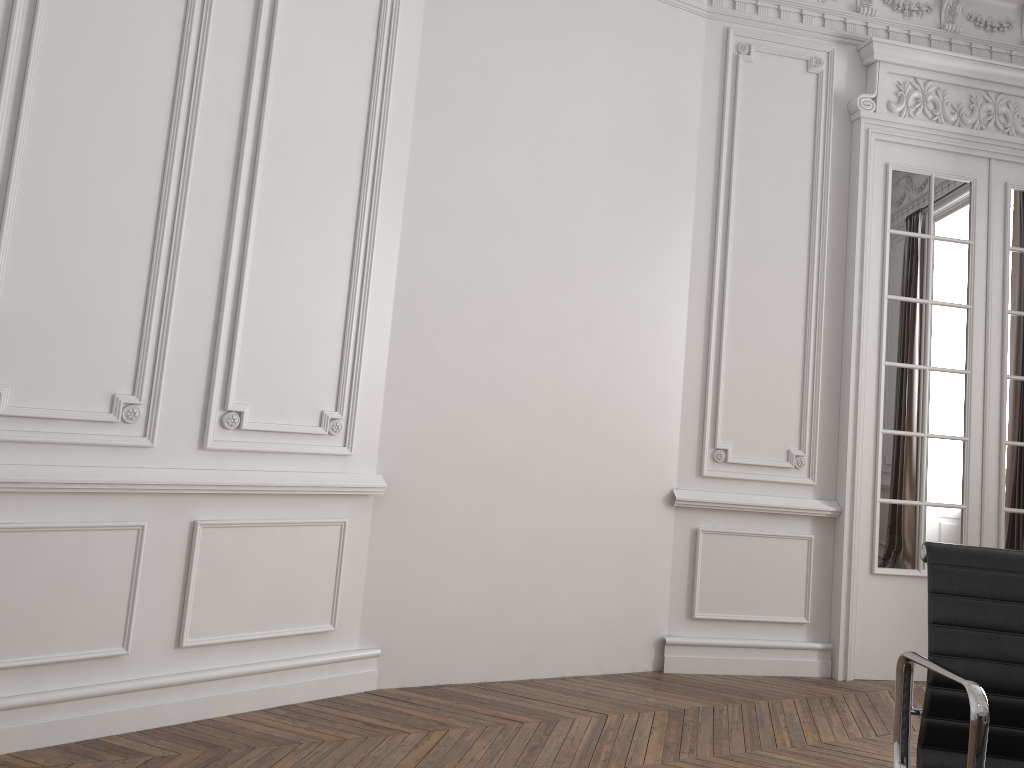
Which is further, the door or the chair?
the door

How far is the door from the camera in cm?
430

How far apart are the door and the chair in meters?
2.8 m

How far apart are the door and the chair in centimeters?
276cm

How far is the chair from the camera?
1.5m

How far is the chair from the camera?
1.5m

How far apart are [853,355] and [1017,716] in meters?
3.0

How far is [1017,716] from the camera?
1.5 meters

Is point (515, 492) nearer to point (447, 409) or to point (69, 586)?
point (447, 409)
